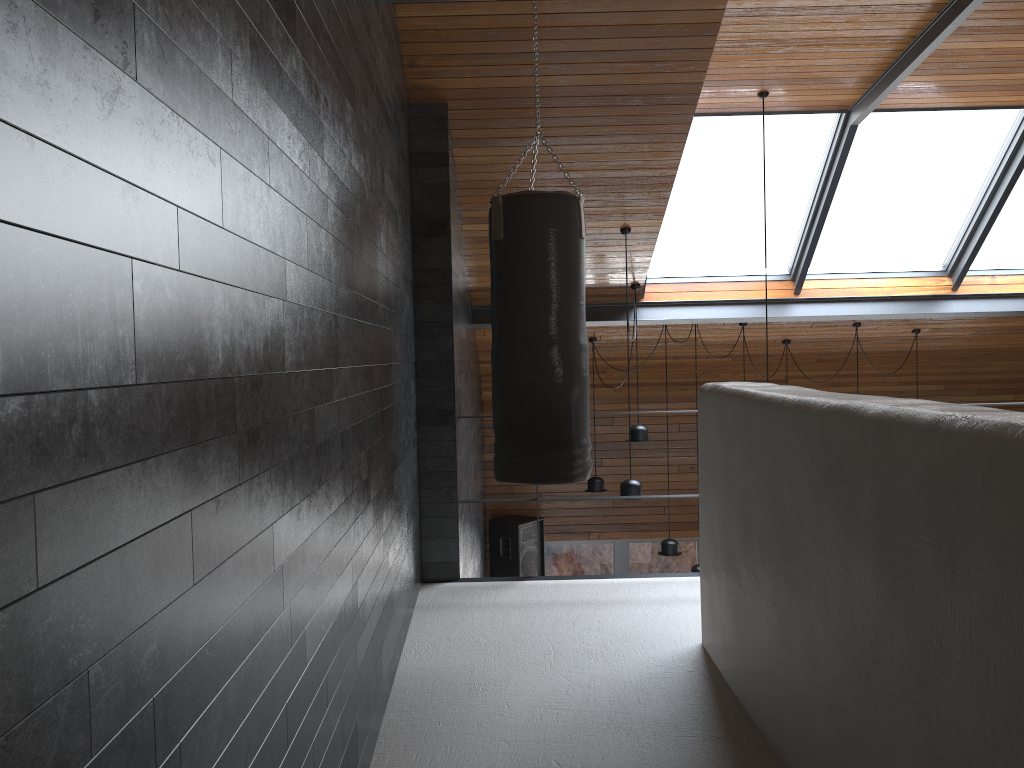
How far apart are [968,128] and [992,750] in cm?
601

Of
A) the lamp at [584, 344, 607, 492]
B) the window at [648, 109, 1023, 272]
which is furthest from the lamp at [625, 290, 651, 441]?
the window at [648, 109, 1023, 272]

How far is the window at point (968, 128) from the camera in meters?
6.4

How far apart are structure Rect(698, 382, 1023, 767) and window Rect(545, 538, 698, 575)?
6.42m

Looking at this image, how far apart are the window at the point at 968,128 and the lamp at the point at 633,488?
2.1 meters

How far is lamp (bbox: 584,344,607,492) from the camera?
8.01m

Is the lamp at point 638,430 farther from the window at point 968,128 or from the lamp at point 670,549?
the window at point 968,128

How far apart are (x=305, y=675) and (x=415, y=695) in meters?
1.5 m

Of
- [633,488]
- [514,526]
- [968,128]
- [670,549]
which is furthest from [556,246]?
[514,526]

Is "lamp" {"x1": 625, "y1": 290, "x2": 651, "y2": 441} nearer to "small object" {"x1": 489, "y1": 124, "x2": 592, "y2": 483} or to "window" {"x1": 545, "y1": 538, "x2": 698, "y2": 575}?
"small object" {"x1": 489, "y1": 124, "x2": 592, "y2": 483}
